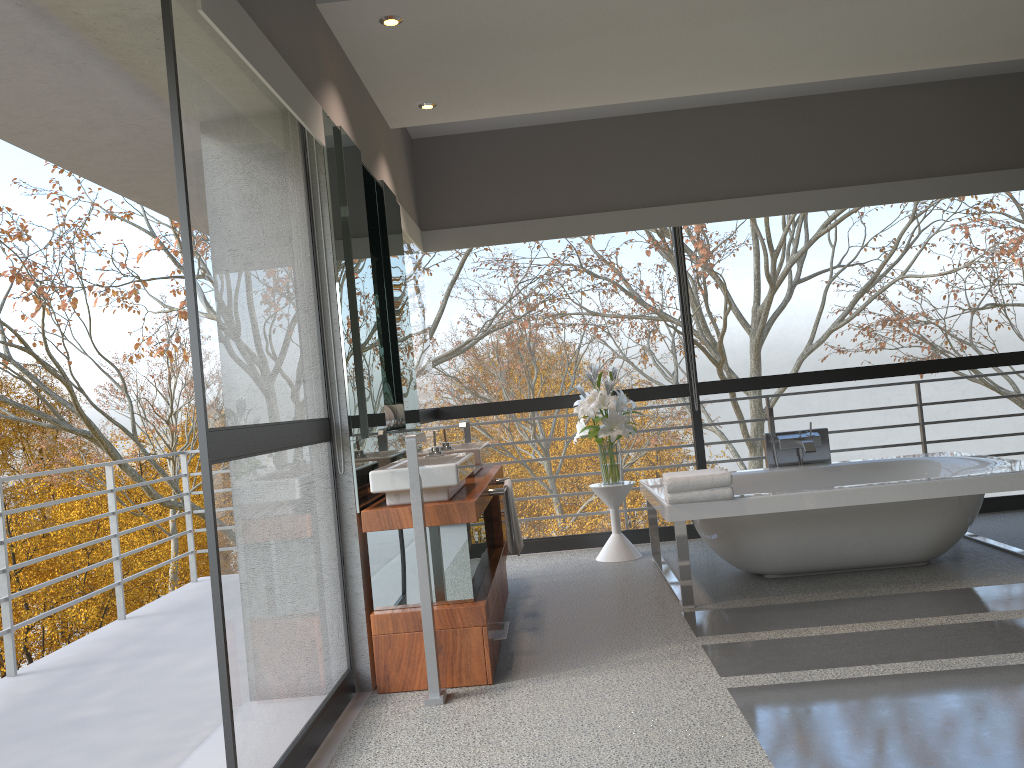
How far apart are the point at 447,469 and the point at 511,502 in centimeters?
90cm

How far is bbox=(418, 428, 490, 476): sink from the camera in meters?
4.5 m

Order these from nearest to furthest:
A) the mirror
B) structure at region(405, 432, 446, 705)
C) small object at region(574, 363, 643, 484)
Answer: structure at region(405, 432, 446, 705) < the mirror < small object at region(574, 363, 643, 484)

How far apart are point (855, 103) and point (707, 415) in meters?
14.5 m

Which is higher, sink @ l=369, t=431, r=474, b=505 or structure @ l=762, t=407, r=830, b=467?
sink @ l=369, t=431, r=474, b=505

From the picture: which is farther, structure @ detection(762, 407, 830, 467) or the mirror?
structure @ detection(762, 407, 830, 467)

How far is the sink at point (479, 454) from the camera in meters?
4.5

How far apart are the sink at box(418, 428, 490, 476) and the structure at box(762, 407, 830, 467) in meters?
1.9 m

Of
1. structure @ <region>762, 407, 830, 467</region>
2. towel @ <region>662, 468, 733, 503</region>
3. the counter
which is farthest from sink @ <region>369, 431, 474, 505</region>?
structure @ <region>762, 407, 830, 467</region>

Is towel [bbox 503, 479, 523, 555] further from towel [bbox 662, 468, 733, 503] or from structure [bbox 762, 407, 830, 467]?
structure [bbox 762, 407, 830, 467]
